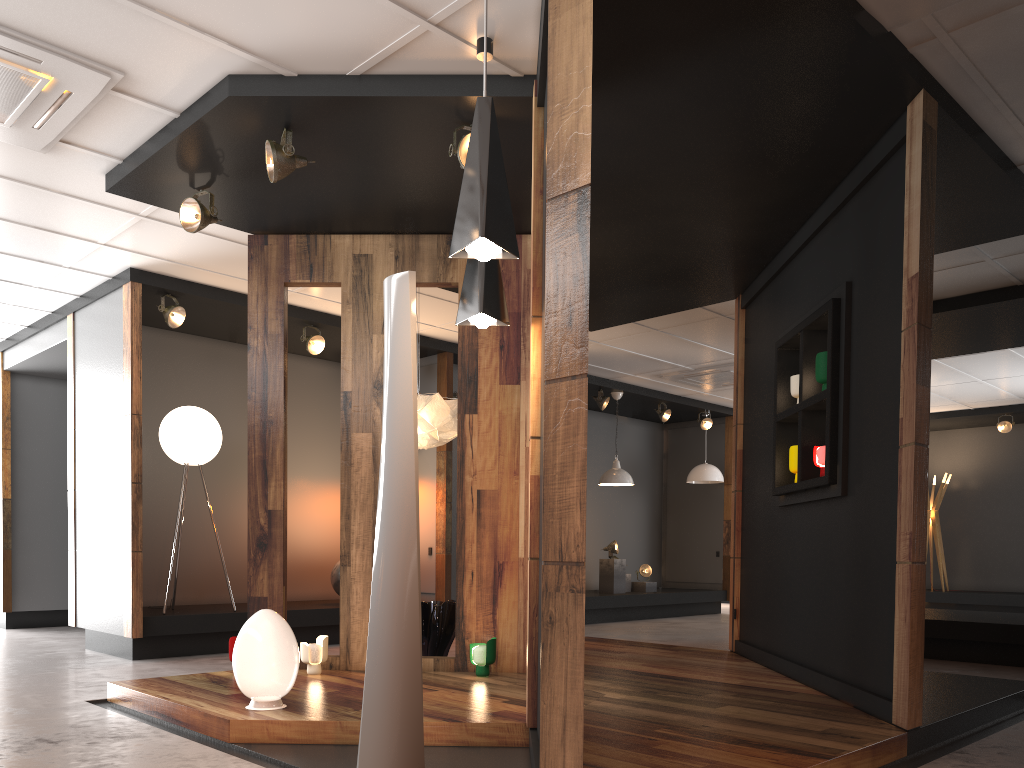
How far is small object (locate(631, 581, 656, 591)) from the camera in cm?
1156

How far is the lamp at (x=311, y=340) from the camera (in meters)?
7.95

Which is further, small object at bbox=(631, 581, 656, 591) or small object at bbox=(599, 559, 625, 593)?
small object at bbox=(631, 581, 656, 591)

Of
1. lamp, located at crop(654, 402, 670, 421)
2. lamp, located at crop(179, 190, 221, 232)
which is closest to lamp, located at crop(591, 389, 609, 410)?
lamp, located at crop(654, 402, 670, 421)

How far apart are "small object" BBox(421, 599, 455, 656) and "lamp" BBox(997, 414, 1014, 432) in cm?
964

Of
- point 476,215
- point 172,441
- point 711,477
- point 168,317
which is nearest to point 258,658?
point 476,215

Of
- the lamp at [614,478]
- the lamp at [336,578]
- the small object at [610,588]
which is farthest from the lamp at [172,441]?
the small object at [610,588]

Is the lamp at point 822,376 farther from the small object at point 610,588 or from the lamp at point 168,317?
the small object at point 610,588

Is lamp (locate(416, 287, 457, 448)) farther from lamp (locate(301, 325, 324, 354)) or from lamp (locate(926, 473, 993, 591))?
lamp (locate(926, 473, 993, 591))

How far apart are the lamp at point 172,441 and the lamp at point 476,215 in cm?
484
